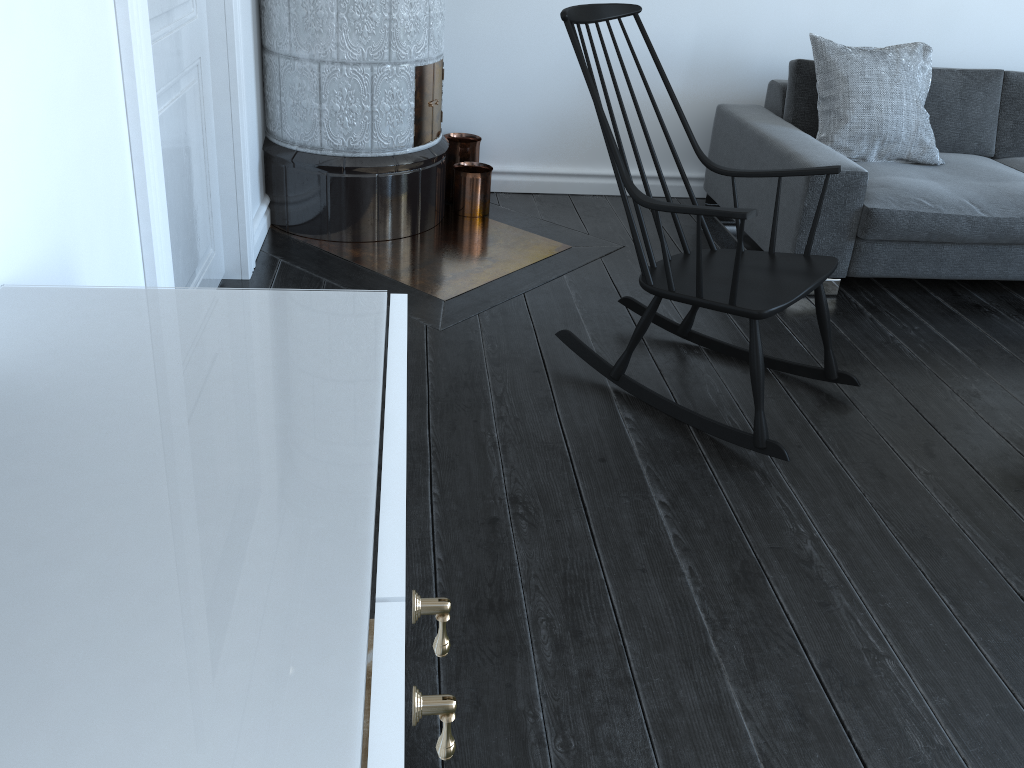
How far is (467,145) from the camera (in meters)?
3.73

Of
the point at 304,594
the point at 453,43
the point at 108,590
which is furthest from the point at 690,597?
the point at 108,590

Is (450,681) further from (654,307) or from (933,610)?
(654,307)

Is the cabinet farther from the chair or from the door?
the chair

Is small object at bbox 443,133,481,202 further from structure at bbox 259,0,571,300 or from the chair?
the chair

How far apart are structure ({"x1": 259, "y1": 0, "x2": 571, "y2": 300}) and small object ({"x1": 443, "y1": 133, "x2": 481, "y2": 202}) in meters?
0.1 m

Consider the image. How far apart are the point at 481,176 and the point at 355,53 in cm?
77

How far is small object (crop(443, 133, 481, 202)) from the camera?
3.73m

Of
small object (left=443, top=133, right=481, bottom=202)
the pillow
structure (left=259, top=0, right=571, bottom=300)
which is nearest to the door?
structure (left=259, top=0, right=571, bottom=300)

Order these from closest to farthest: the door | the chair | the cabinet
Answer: the door
the chair
the cabinet
